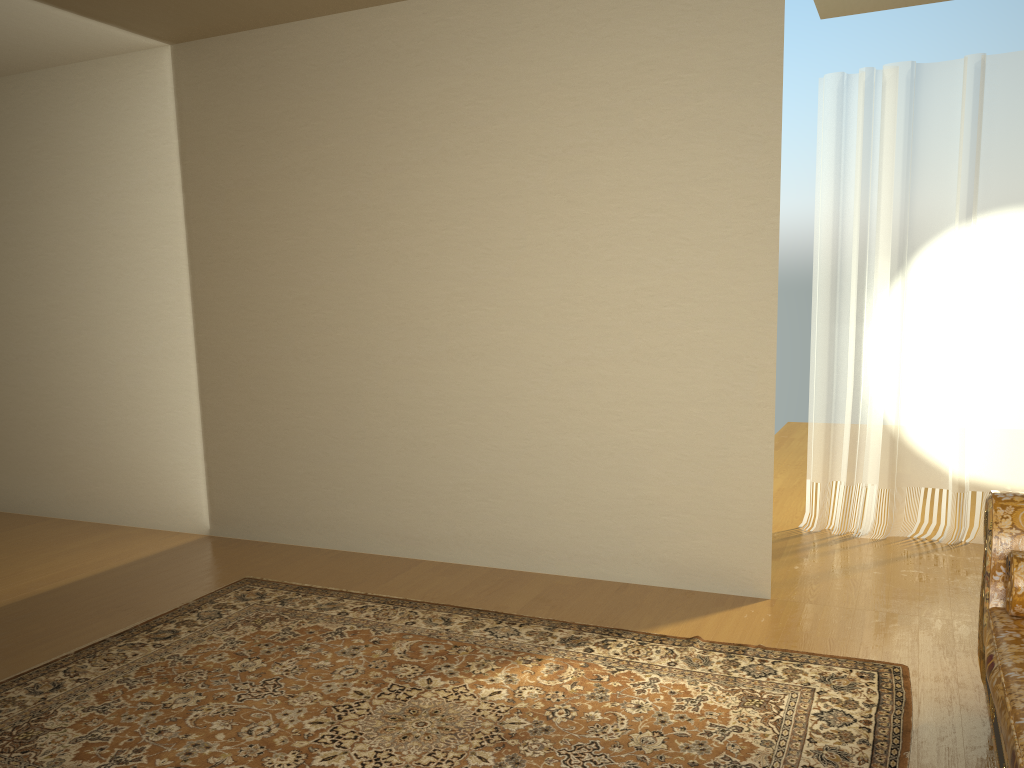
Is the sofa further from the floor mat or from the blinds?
the blinds

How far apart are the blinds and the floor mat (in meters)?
1.82

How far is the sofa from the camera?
2.0m

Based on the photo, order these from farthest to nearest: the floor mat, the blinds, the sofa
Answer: the blinds < the floor mat < the sofa

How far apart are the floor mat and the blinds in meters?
1.8 m

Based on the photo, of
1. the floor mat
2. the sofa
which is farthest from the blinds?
the sofa

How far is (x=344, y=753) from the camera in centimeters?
262cm

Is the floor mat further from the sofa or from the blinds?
the blinds

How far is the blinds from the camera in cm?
471

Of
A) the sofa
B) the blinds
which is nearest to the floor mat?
the sofa
